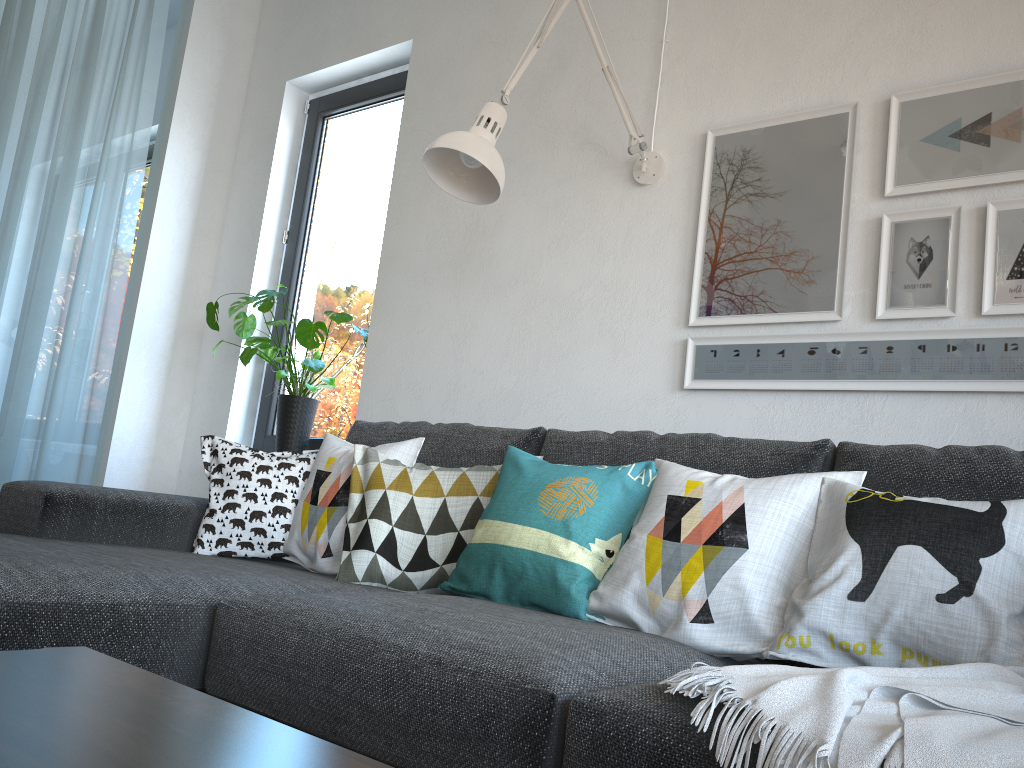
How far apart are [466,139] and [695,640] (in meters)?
1.19

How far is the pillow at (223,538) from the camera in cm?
209

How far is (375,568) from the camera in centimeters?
191cm

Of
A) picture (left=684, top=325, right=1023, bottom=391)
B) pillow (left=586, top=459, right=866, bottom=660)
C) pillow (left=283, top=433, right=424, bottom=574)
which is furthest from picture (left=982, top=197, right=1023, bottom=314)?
pillow (left=283, top=433, right=424, bottom=574)

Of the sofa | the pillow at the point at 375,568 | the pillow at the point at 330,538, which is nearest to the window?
the sofa

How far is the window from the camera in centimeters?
331cm

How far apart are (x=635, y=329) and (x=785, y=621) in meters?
1.1

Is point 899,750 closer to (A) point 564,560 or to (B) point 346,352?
(A) point 564,560

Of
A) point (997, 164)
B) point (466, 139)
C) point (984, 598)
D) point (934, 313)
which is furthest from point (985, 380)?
point (466, 139)

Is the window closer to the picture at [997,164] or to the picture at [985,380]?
the picture at [985,380]
